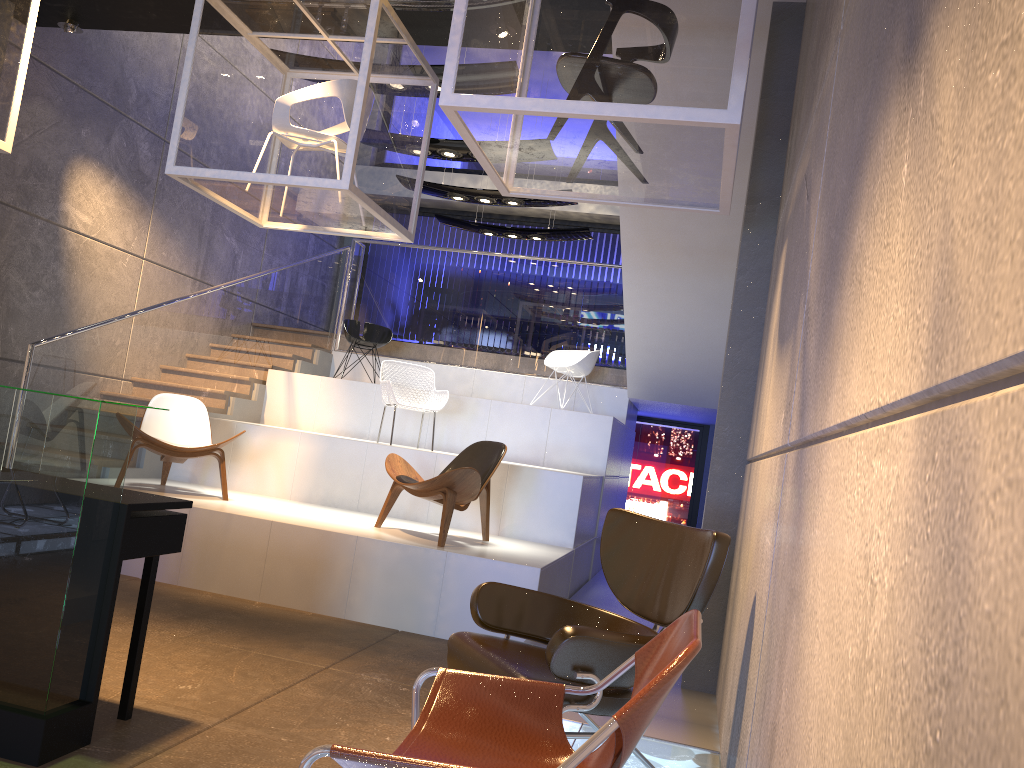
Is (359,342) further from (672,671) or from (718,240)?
(672,671)

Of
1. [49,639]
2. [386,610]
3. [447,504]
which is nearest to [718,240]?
[447,504]

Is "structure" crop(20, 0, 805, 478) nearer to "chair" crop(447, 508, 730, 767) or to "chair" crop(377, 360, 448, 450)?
"chair" crop(377, 360, 448, 450)

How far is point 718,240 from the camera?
6.9m

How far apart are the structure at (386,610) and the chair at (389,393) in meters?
0.4

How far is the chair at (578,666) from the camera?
2.79m

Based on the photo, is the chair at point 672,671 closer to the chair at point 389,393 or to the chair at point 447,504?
the chair at point 447,504

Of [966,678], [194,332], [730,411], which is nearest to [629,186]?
[730,411]

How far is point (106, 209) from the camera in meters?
8.3 m

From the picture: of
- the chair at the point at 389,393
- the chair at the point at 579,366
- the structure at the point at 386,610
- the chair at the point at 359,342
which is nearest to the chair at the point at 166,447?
the structure at the point at 386,610
